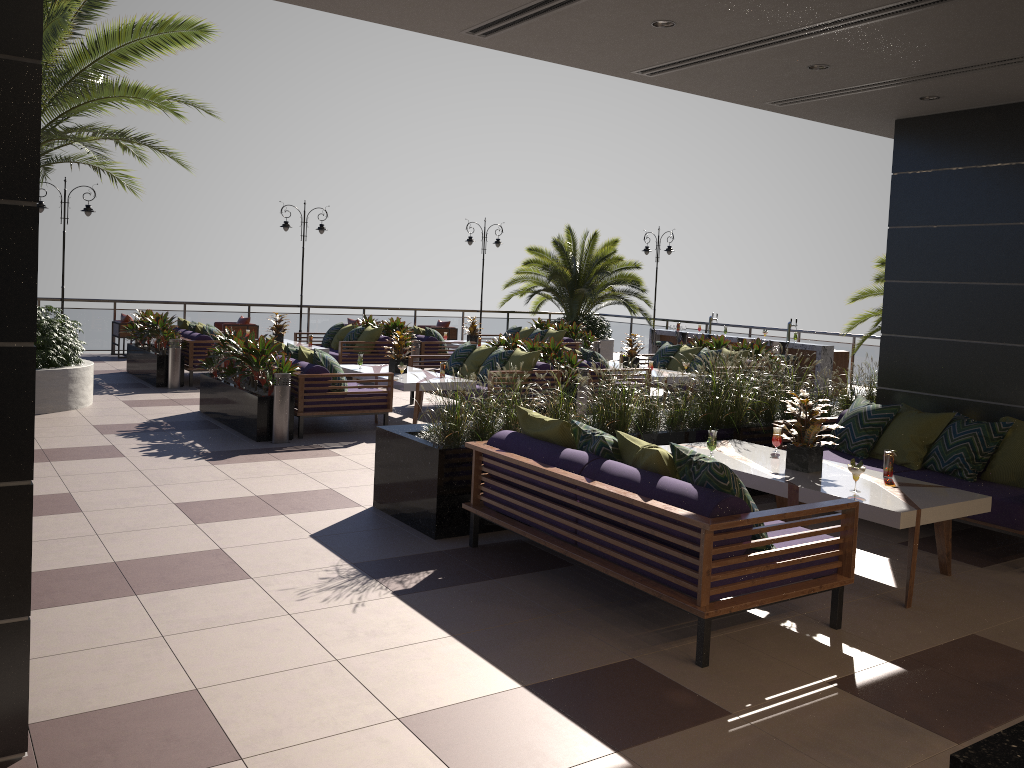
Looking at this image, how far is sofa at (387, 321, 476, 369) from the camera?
15.1 meters

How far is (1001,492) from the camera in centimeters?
602cm

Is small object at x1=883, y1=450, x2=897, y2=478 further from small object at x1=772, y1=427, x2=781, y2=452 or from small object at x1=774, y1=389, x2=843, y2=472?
small object at x1=772, y1=427, x2=781, y2=452

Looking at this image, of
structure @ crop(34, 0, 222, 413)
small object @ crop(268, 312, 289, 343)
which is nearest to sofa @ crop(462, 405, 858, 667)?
structure @ crop(34, 0, 222, 413)

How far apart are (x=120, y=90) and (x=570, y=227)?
12.96m

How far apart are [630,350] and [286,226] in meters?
9.1 m

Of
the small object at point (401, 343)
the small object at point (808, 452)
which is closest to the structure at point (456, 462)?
the small object at point (808, 452)

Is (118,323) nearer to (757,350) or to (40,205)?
(40,205)

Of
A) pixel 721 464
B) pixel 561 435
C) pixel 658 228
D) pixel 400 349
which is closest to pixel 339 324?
pixel 400 349

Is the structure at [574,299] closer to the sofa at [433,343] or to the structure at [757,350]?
the sofa at [433,343]
